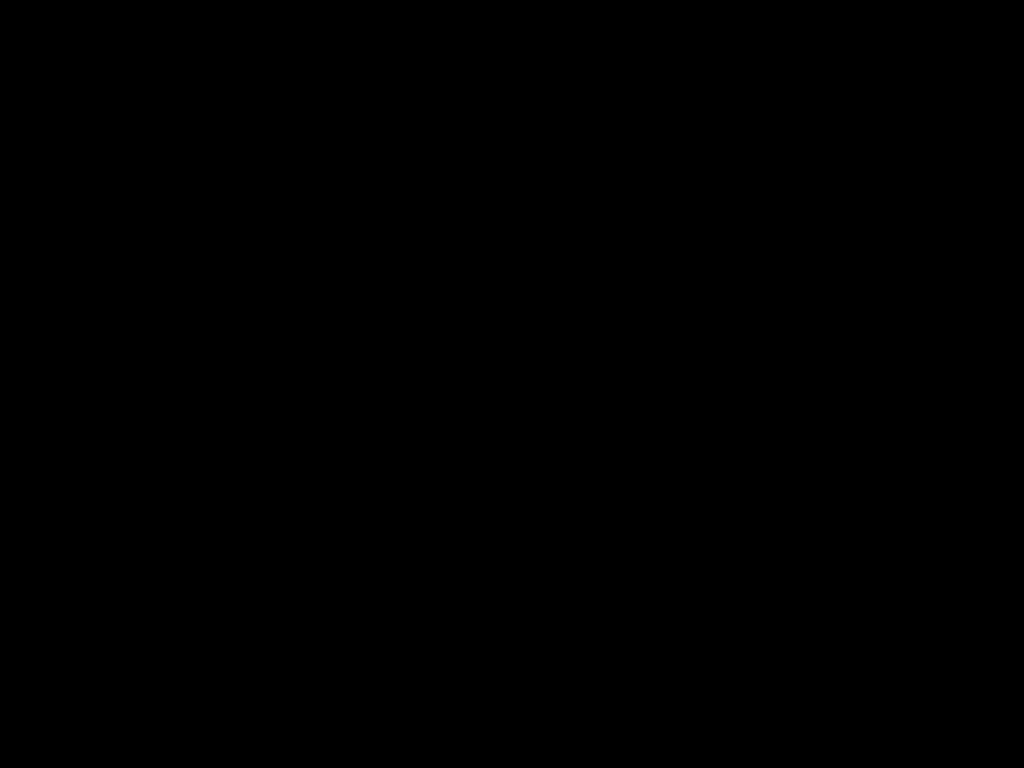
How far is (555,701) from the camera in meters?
0.6 m
